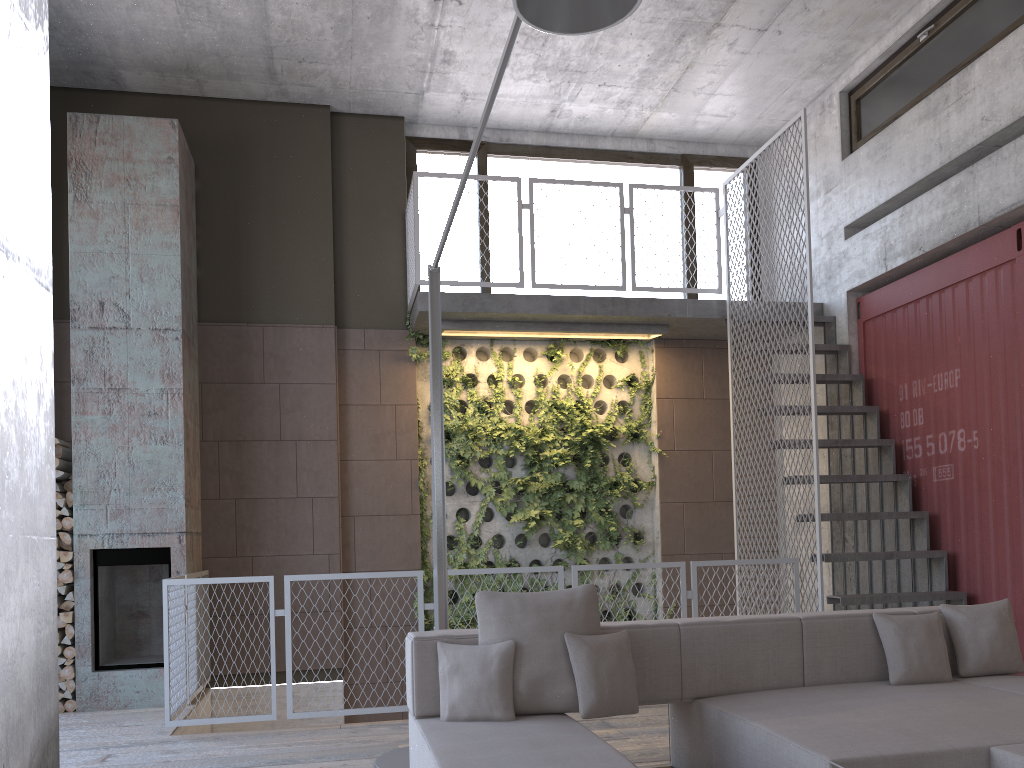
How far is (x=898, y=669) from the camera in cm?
399

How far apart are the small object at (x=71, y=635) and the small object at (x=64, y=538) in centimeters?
61cm

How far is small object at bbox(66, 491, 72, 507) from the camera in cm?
658

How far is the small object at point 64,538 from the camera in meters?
6.5 m

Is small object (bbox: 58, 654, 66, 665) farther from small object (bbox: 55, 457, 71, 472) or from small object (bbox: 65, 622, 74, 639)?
small object (bbox: 55, 457, 71, 472)

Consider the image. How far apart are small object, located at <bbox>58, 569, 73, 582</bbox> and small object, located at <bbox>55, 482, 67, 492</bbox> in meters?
0.6

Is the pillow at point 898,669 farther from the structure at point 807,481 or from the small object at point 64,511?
the small object at point 64,511

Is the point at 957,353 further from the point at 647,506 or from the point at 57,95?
the point at 57,95

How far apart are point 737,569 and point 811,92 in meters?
4.7

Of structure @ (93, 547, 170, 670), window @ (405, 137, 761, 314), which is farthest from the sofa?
window @ (405, 137, 761, 314)
